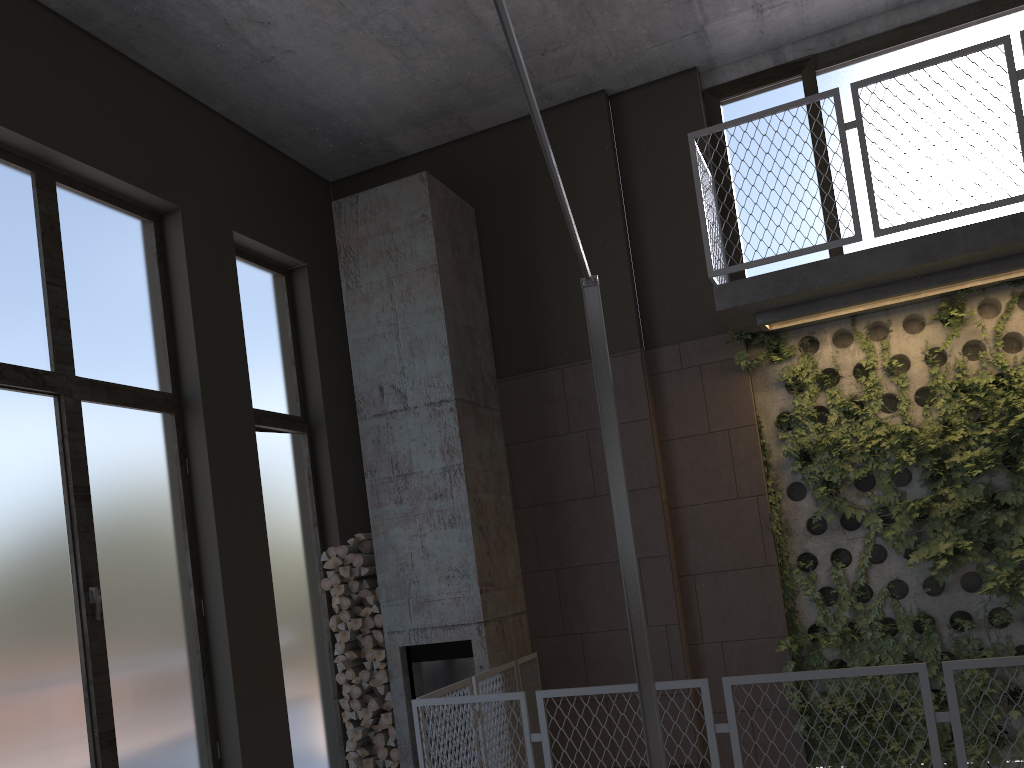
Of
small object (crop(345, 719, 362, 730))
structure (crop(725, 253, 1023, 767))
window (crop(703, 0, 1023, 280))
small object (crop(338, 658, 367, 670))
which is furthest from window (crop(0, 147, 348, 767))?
window (crop(703, 0, 1023, 280))

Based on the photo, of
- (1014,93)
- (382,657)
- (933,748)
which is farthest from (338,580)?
(1014,93)

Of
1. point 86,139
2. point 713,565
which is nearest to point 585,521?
point 713,565

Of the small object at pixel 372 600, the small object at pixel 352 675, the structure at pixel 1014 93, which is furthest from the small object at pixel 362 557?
the structure at pixel 1014 93

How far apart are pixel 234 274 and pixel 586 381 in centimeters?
269cm

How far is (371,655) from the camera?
6.2m

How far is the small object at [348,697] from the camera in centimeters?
621cm

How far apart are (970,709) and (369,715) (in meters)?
3.98

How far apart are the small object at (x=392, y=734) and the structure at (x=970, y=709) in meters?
2.7

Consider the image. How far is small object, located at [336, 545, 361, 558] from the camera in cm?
633
